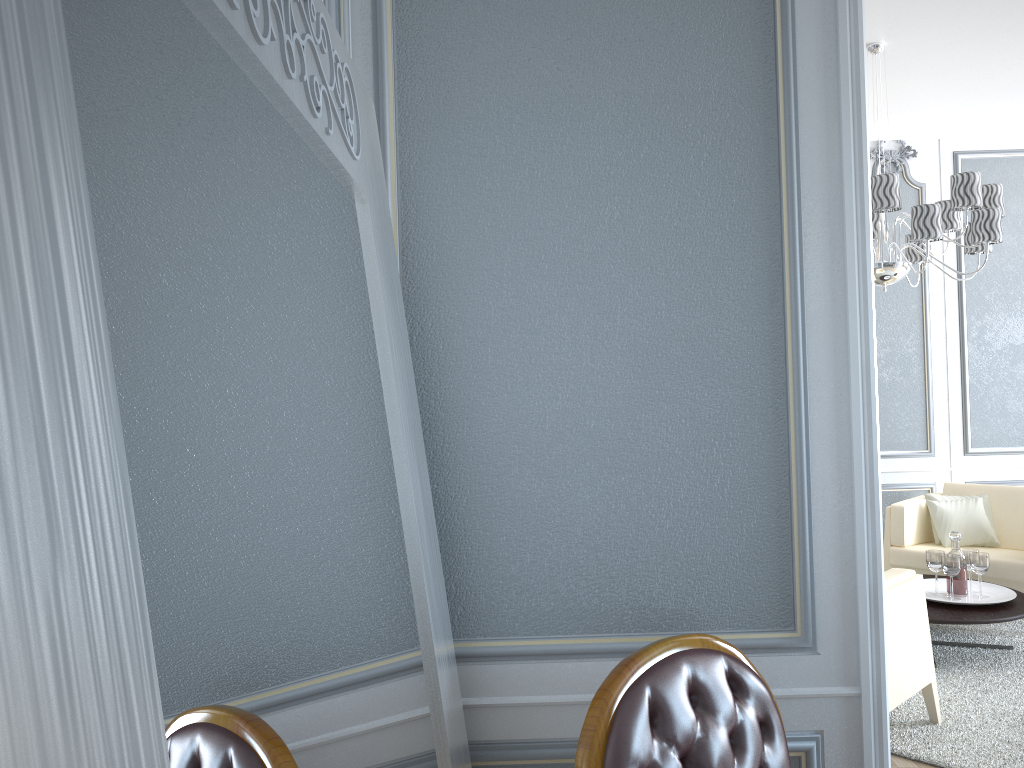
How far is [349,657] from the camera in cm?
86

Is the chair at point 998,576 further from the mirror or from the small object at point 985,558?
the mirror

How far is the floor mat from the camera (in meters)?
2.94

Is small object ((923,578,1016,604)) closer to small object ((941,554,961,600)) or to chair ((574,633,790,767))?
small object ((941,554,961,600))

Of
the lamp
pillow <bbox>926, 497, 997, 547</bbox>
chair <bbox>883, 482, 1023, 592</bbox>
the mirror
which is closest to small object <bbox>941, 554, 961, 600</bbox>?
chair <bbox>883, 482, 1023, 592</bbox>

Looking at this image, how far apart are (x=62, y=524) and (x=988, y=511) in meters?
5.3

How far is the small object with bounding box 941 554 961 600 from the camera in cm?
393

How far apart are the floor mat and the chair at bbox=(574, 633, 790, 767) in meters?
1.7 m

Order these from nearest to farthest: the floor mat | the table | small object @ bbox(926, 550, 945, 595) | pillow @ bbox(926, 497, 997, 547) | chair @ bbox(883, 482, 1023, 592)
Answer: the floor mat
the table
small object @ bbox(926, 550, 945, 595)
chair @ bbox(883, 482, 1023, 592)
pillow @ bbox(926, 497, 997, 547)

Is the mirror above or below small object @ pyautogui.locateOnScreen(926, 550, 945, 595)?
above
